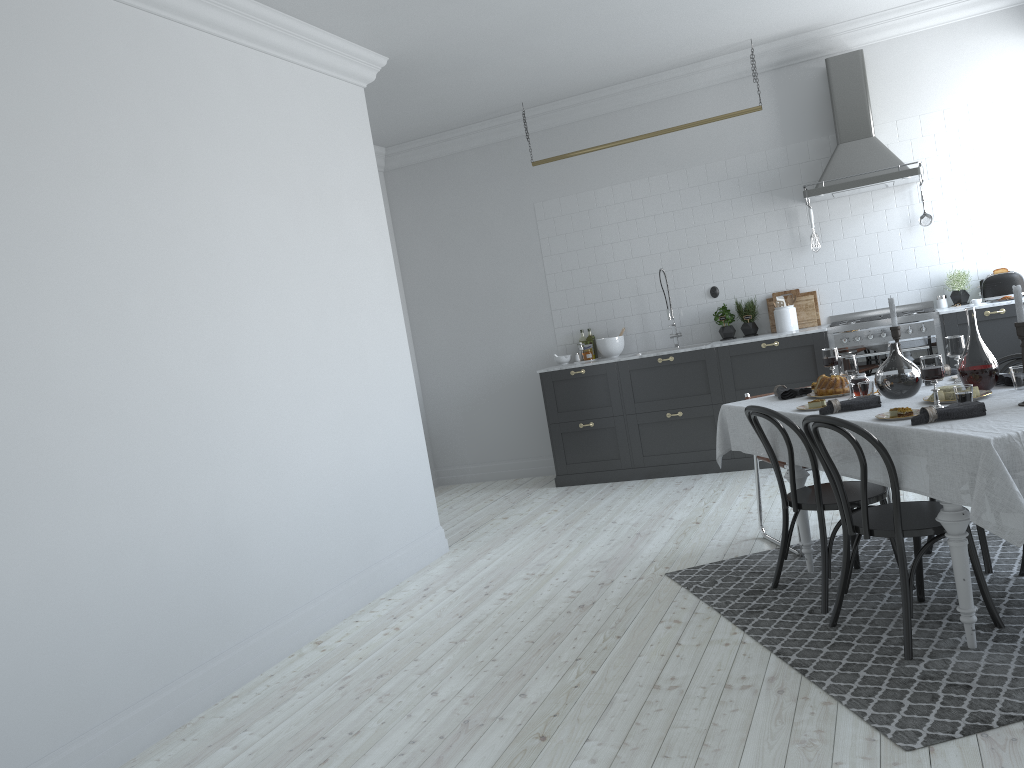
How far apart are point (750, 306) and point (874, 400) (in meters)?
3.76

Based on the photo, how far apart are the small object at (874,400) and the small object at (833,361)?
0.8 meters

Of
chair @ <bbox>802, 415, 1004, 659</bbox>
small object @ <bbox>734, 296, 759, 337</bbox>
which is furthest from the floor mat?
small object @ <bbox>734, 296, 759, 337</bbox>

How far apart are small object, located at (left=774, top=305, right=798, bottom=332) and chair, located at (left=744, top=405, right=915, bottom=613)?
3.24m

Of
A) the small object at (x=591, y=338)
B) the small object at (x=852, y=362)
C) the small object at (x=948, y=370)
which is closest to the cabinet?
the small object at (x=591, y=338)

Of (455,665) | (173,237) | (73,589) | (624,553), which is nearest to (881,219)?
(624,553)

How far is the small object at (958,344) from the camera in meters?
4.0

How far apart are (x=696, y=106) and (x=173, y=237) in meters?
4.9

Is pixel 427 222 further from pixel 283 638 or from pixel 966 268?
pixel 283 638

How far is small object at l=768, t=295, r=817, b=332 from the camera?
7.3 meters
